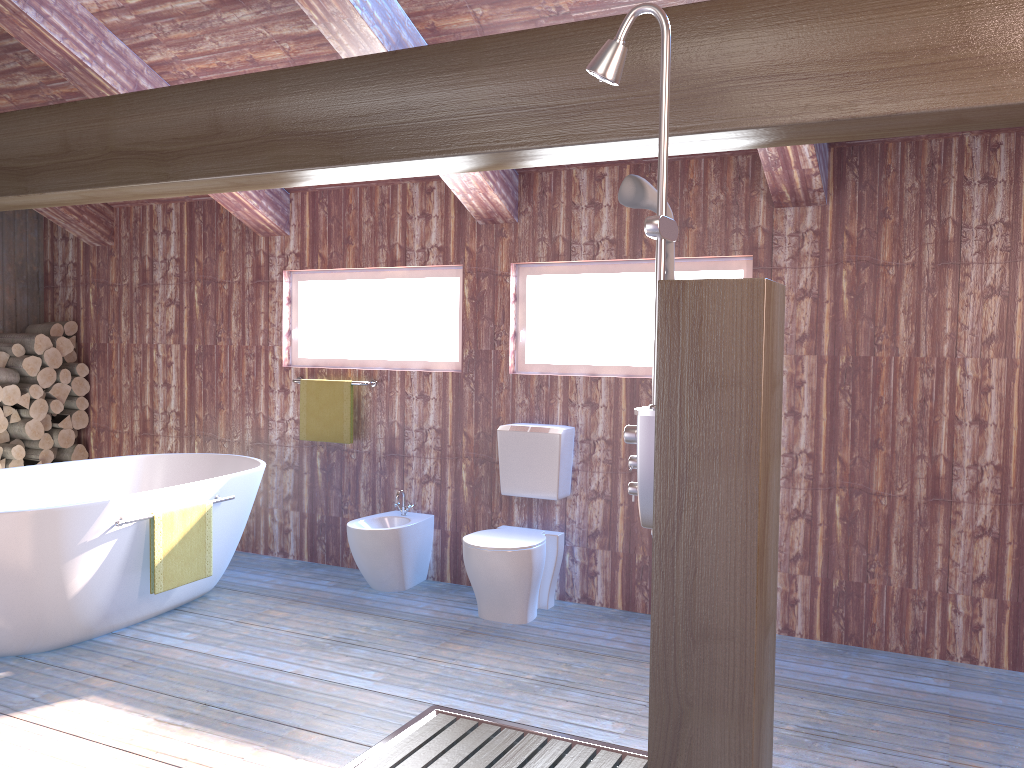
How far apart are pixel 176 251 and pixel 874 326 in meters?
4.3 m

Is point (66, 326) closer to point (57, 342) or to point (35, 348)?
point (57, 342)

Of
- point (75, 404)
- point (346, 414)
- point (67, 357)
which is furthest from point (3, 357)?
point (346, 414)

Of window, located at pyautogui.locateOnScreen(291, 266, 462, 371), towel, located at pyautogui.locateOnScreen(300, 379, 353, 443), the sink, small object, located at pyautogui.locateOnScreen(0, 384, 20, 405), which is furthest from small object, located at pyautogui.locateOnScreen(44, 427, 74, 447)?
the sink

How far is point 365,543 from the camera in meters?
4.5

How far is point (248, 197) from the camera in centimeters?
501cm

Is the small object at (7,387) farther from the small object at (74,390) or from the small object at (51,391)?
the small object at (74,390)

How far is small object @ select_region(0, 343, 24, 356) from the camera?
5.8m

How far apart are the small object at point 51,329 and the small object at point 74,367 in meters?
0.2

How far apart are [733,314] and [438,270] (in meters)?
3.05
